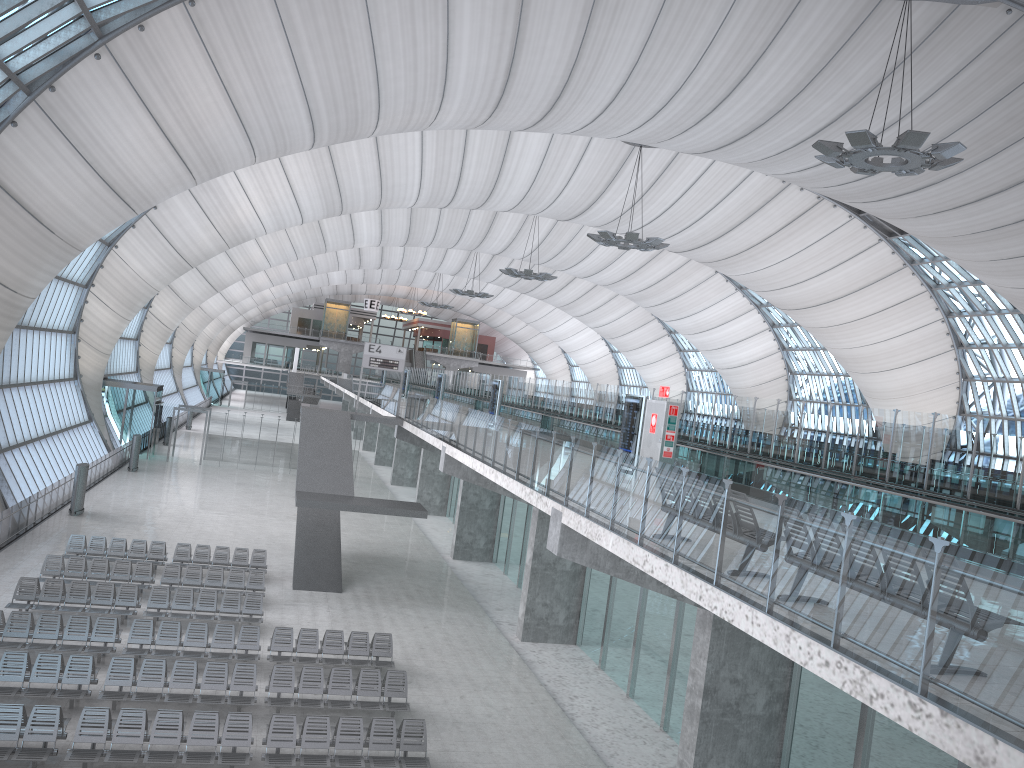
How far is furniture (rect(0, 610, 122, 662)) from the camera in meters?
17.5 m

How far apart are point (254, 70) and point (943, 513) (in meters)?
20.96

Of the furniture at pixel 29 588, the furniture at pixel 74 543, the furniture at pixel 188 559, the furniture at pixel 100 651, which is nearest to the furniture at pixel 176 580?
the furniture at pixel 29 588

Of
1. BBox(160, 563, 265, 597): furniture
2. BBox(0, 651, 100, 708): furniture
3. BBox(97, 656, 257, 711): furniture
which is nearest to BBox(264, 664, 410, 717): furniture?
BBox(97, 656, 257, 711): furniture

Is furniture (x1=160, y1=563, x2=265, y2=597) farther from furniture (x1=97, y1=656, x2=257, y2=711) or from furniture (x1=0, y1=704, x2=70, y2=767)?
furniture (x1=0, y1=704, x2=70, y2=767)

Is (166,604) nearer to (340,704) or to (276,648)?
(276,648)

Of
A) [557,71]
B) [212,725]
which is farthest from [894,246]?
[212,725]

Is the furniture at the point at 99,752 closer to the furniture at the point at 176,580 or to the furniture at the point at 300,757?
the furniture at the point at 300,757

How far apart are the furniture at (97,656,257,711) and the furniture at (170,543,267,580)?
9.04m

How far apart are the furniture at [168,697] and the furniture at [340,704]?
0.3m
